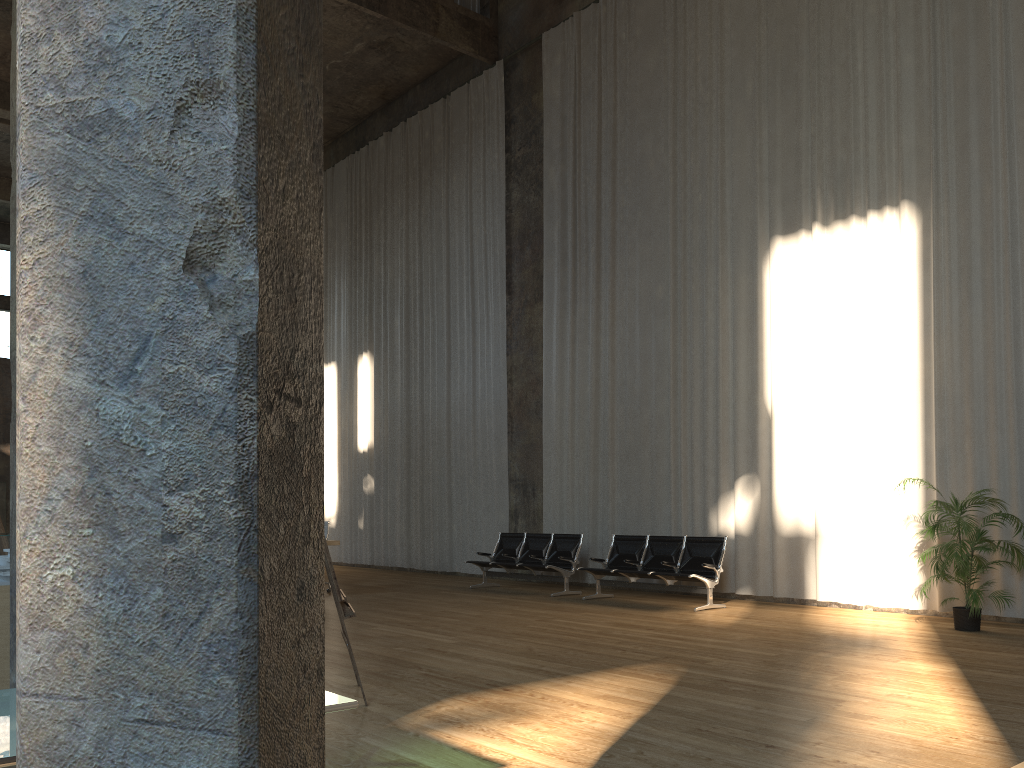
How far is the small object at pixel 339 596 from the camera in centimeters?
498cm

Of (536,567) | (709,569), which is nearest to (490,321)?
(536,567)

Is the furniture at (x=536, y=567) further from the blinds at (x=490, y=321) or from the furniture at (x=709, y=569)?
the blinds at (x=490, y=321)

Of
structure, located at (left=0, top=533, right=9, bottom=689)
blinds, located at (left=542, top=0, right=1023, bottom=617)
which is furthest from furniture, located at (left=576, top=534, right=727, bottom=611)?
structure, located at (left=0, top=533, right=9, bottom=689)

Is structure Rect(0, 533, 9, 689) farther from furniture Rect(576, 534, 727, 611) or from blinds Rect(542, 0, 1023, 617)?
blinds Rect(542, 0, 1023, 617)

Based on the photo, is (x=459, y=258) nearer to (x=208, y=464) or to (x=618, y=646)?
(x=618, y=646)

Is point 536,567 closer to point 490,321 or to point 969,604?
point 490,321

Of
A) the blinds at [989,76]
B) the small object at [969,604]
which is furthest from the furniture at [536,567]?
the small object at [969,604]

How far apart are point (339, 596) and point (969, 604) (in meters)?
5.81

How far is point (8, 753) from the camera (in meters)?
2.05
